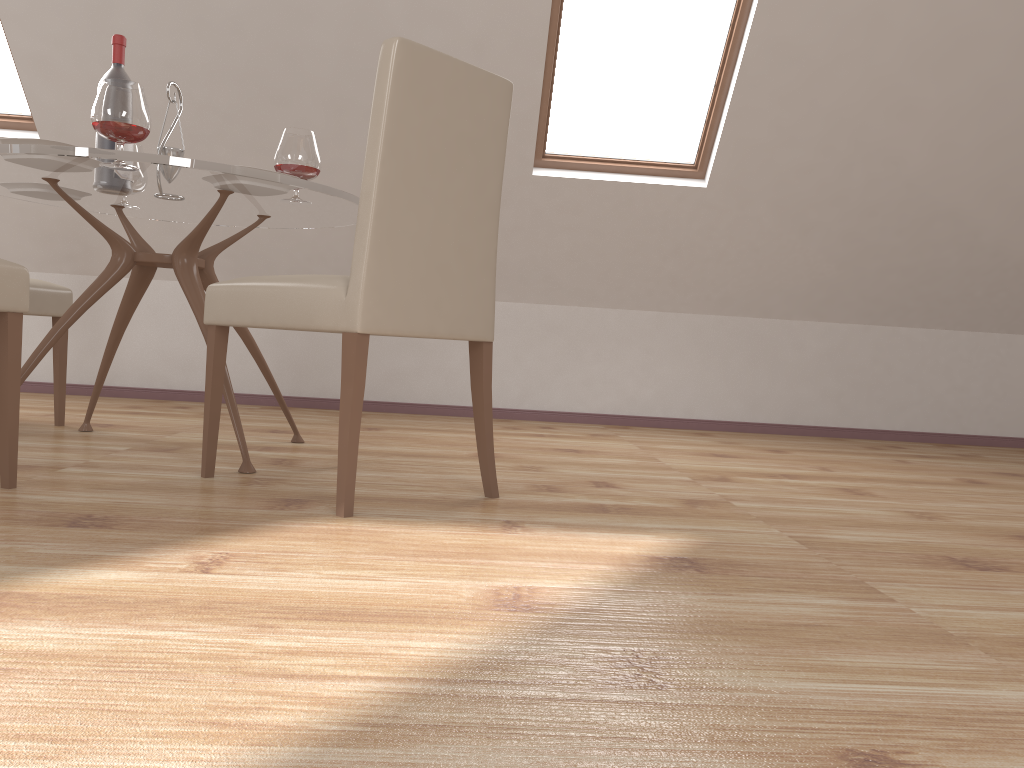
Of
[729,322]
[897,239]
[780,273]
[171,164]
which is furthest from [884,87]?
[171,164]

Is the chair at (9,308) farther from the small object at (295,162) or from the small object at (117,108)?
the small object at (295,162)

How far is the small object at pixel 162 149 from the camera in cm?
258

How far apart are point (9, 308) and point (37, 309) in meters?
1.2

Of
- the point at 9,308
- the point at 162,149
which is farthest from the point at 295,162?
the point at 9,308

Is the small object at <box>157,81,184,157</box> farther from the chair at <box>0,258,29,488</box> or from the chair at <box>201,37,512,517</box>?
the chair at <box>0,258,29,488</box>

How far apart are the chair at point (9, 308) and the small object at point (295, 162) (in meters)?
0.81

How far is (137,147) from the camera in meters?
2.9

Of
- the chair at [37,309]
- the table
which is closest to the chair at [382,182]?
the table

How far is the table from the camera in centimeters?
213cm
